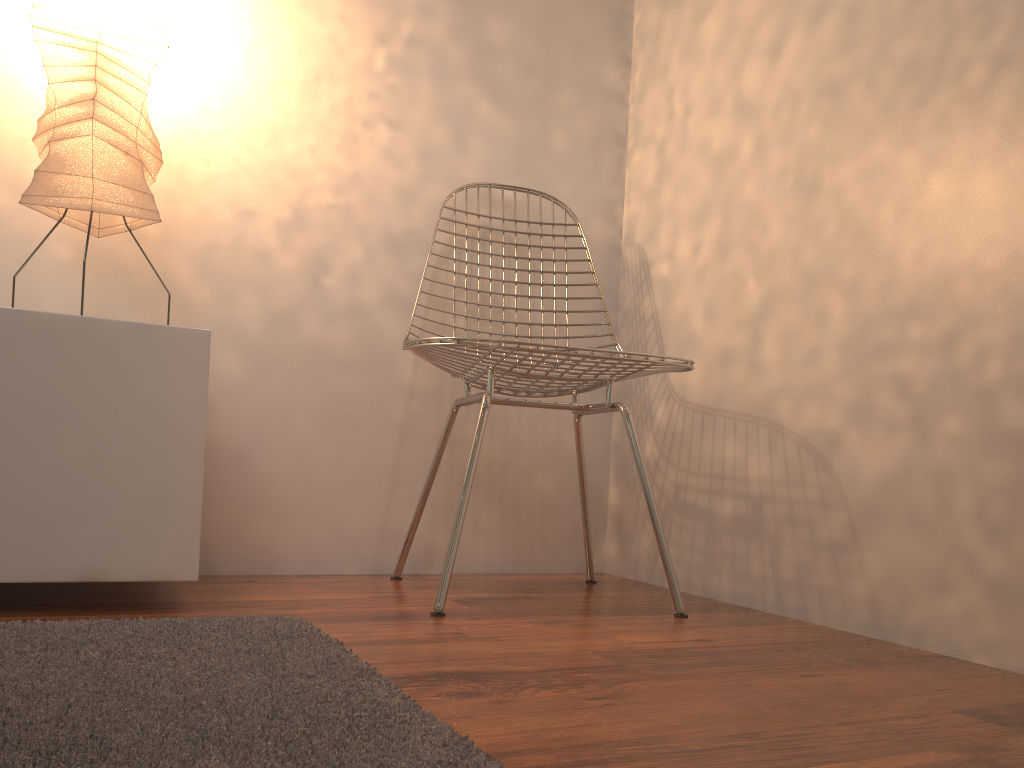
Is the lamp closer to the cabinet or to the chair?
the cabinet

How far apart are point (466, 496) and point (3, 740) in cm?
91

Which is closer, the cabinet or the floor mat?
the floor mat

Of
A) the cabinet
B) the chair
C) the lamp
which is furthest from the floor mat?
the lamp

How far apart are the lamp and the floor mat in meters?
0.7 m

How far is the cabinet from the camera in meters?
1.3

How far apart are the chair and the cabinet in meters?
0.4 m

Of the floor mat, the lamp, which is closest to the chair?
the floor mat

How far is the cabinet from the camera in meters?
1.3

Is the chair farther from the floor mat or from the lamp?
the lamp
